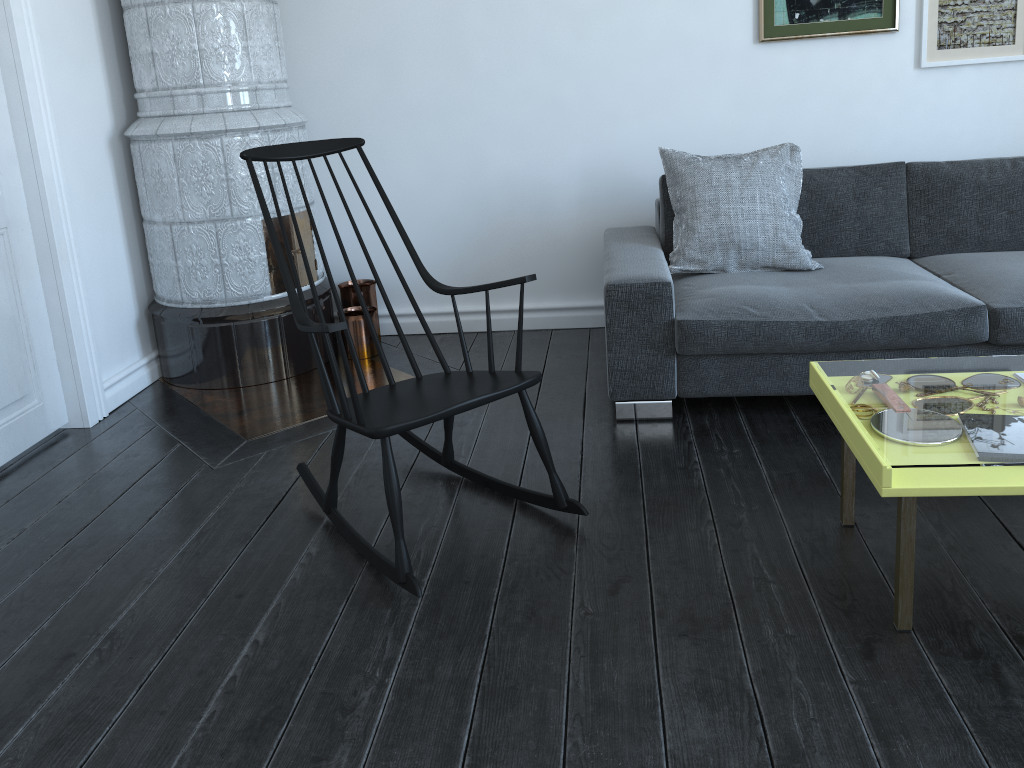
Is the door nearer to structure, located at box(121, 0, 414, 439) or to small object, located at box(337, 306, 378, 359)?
structure, located at box(121, 0, 414, 439)

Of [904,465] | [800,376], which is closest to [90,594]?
[800,376]

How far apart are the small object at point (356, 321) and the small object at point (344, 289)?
0.03m

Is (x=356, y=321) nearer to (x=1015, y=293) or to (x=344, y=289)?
(x=344, y=289)

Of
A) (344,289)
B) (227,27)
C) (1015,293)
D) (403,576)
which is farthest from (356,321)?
(1015,293)

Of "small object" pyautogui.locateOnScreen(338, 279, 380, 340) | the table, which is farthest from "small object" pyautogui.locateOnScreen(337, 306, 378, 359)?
the table

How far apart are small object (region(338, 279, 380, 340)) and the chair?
1.28m

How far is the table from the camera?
1.7 meters

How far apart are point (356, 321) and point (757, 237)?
1.7 meters

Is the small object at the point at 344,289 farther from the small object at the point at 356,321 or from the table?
the table
